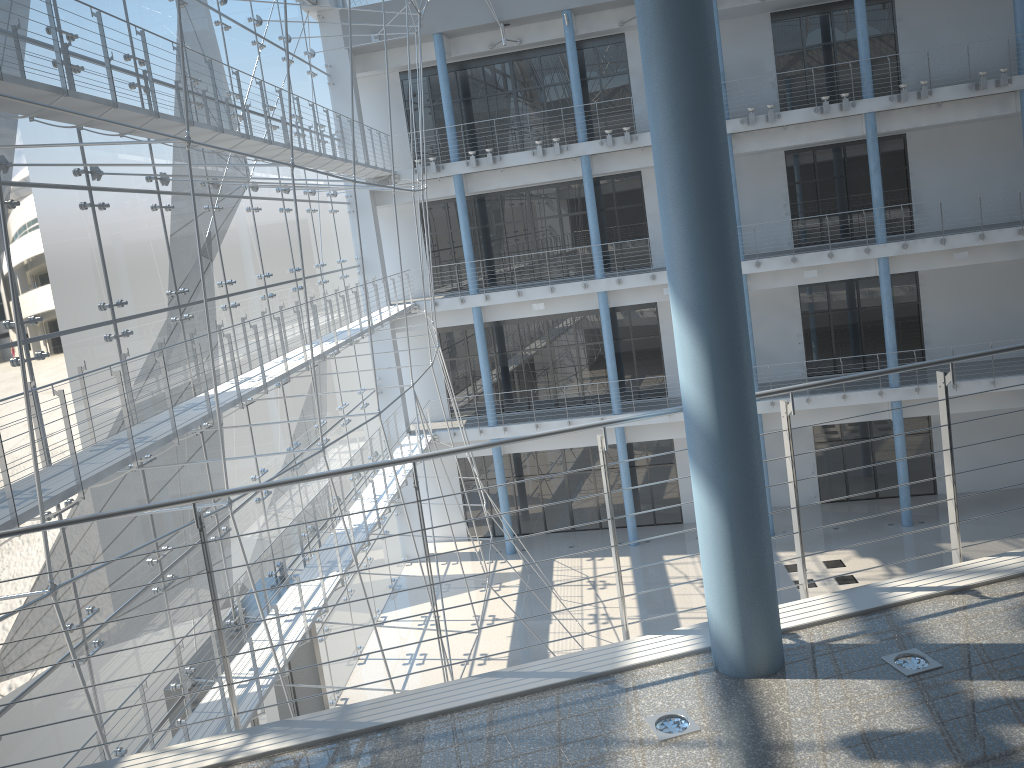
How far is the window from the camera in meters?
1.3

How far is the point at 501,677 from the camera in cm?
49

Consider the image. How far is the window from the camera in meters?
1.3 m

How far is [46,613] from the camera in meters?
1.3
